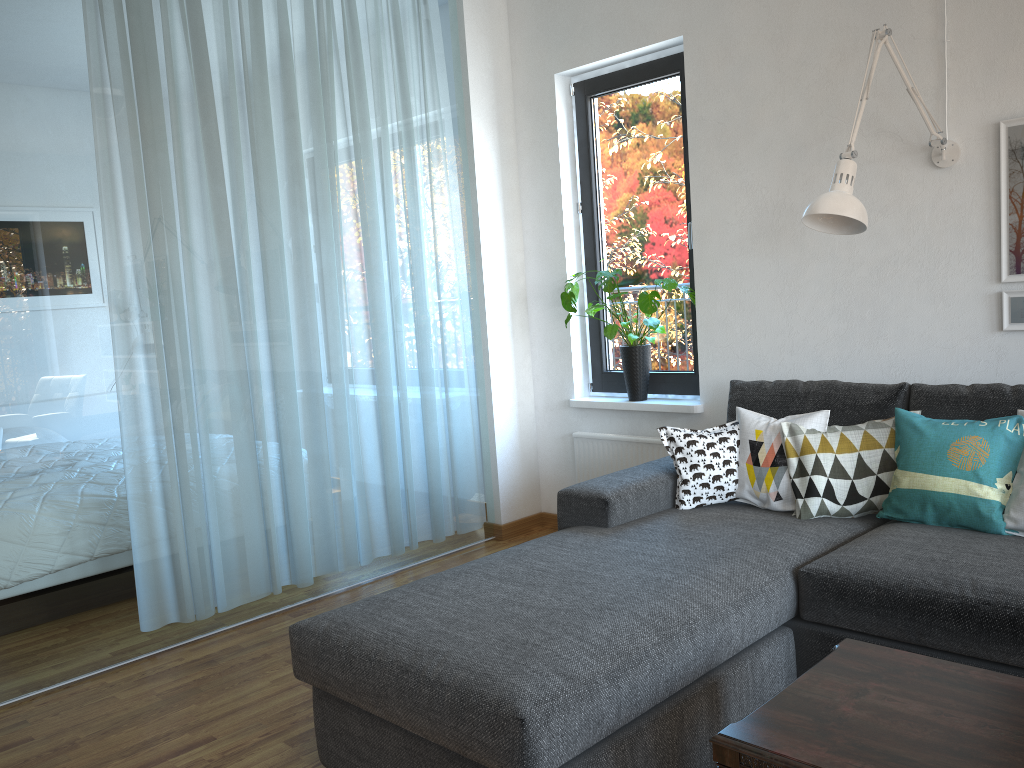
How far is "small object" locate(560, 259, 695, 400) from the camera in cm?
392

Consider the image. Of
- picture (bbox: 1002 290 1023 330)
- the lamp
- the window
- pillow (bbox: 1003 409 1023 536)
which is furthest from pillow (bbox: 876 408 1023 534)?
the window

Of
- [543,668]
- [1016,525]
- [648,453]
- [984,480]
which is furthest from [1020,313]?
[543,668]

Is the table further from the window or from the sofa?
the window

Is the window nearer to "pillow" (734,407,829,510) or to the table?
"pillow" (734,407,829,510)

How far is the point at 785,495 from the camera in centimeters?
299cm

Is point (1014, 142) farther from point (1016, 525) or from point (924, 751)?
point (924, 751)

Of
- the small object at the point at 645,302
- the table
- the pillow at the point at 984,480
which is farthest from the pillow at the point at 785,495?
the table

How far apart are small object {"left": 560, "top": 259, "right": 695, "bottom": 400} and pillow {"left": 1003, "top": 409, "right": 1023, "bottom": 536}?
1.7m

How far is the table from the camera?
1.5 meters
